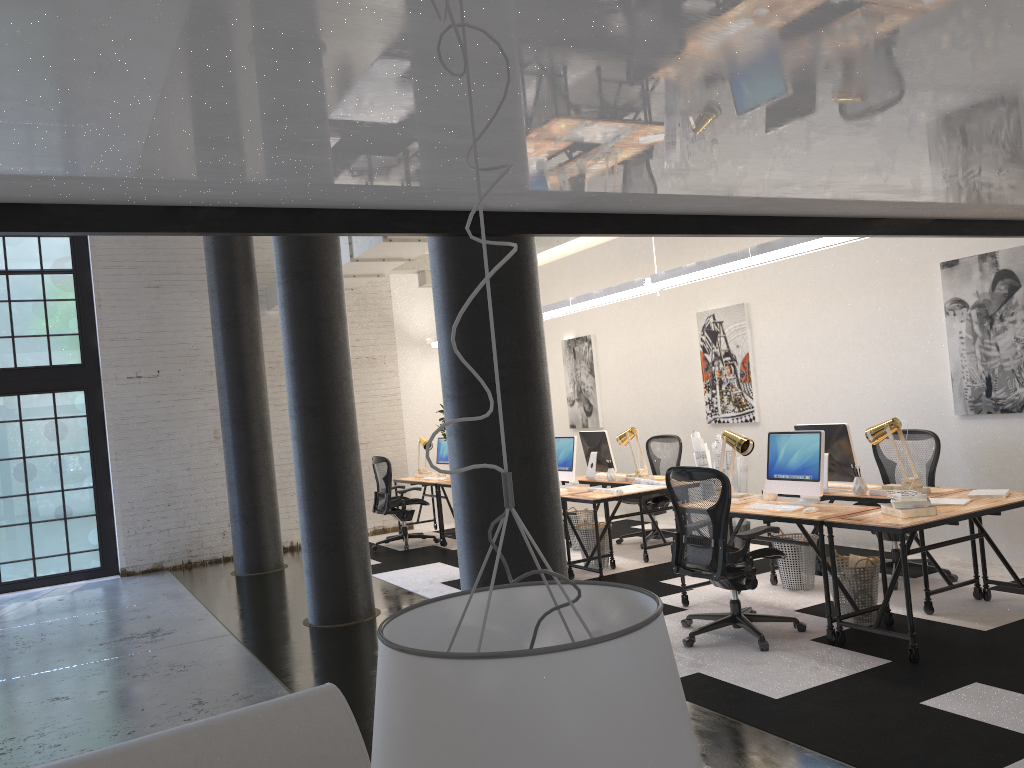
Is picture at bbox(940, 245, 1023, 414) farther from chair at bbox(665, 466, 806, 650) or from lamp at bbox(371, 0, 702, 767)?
lamp at bbox(371, 0, 702, 767)

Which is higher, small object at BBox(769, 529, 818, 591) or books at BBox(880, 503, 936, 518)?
books at BBox(880, 503, 936, 518)

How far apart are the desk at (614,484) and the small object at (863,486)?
2.4 meters

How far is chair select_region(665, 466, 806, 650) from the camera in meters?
5.2 m

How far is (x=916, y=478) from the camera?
5.8 meters

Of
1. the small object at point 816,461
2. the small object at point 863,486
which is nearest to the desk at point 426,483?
the small object at point 816,461

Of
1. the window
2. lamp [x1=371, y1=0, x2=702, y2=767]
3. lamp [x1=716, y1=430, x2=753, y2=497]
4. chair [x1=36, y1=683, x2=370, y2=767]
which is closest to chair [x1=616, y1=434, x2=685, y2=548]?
lamp [x1=716, y1=430, x2=753, y2=497]

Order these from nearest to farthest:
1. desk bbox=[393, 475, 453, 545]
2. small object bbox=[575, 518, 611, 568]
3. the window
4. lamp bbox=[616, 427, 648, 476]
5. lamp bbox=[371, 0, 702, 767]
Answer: lamp bbox=[371, 0, 702, 767] → small object bbox=[575, 518, 611, 568] → lamp bbox=[616, 427, 648, 476] → the window → desk bbox=[393, 475, 453, 545]

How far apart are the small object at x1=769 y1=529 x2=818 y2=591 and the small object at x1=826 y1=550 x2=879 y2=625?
0.9 meters

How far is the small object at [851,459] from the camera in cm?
610
